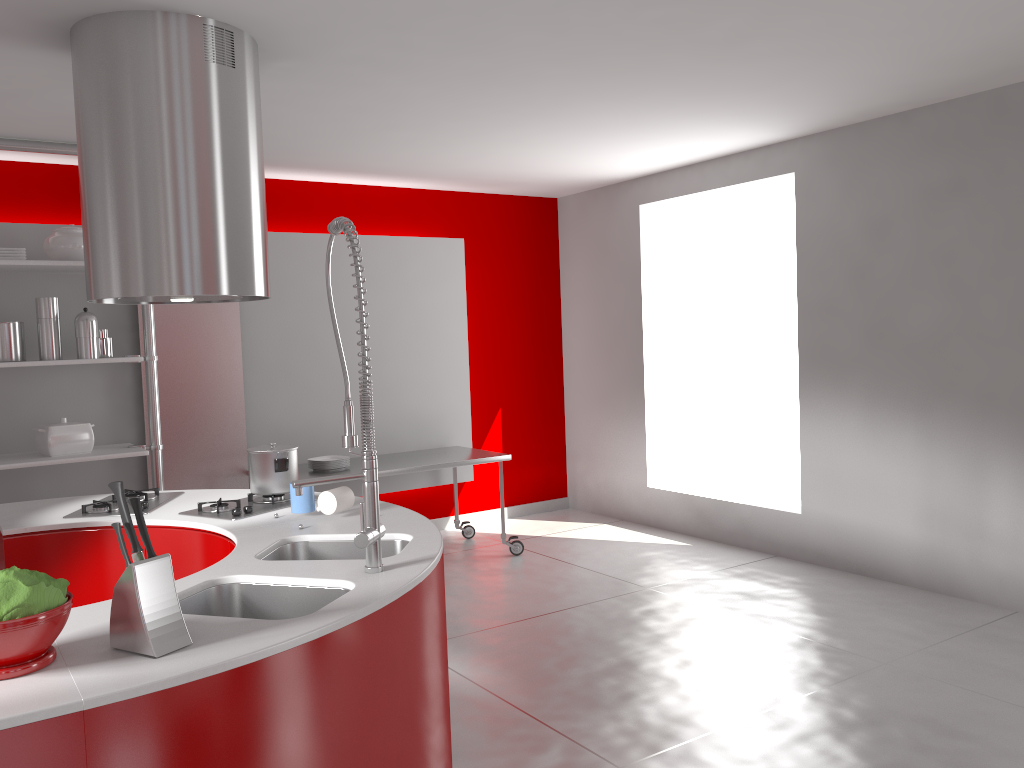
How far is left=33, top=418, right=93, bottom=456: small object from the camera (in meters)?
4.67

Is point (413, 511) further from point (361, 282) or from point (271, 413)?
point (271, 413)

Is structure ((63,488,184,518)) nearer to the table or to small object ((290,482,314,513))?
small object ((290,482,314,513))

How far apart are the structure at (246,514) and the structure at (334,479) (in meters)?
0.91

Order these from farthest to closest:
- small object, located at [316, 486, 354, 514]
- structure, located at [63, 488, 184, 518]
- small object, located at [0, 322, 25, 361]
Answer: small object, located at [0, 322, 25, 361], structure, located at [63, 488, 184, 518], small object, located at [316, 486, 354, 514]

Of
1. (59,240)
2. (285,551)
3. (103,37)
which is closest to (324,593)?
(285,551)

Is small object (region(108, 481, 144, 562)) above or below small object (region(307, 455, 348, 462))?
above

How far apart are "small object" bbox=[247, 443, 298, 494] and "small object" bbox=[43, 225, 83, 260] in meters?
2.2 m

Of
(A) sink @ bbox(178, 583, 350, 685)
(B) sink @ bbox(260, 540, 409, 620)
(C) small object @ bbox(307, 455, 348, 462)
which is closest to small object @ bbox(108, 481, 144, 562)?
(A) sink @ bbox(178, 583, 350, 685)

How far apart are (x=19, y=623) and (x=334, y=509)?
1.4 meters
